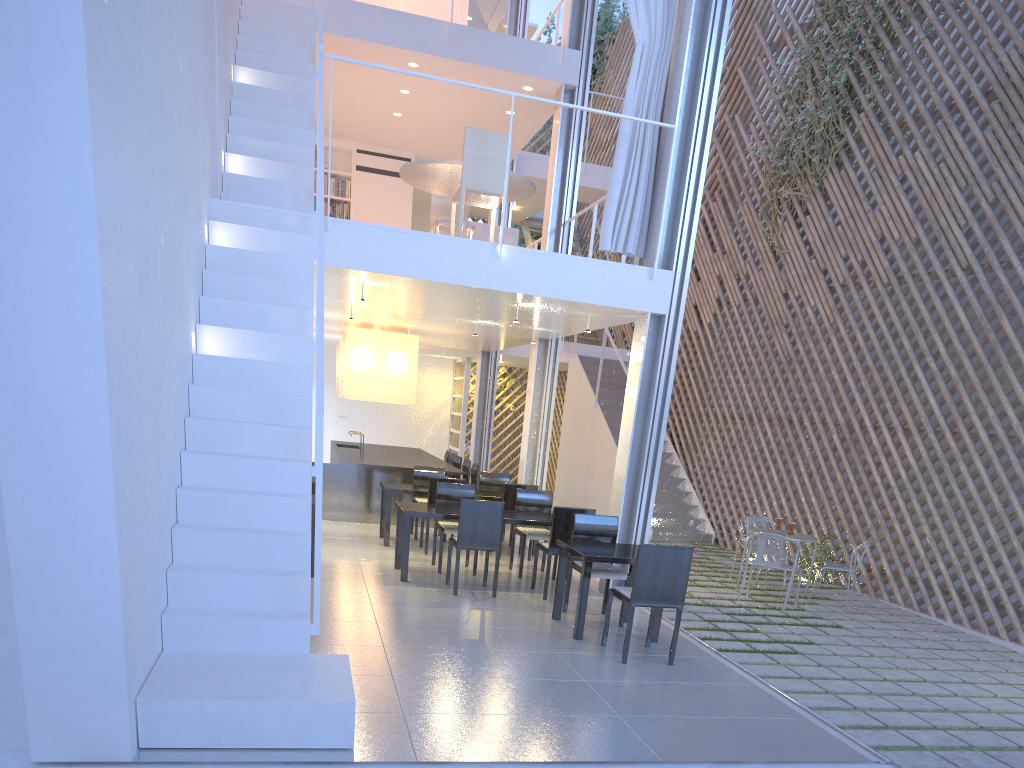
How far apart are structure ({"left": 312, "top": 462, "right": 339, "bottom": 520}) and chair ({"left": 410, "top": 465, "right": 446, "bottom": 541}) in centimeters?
60cm

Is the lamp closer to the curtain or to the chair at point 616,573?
the curtain

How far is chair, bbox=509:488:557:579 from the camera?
4.1 meters

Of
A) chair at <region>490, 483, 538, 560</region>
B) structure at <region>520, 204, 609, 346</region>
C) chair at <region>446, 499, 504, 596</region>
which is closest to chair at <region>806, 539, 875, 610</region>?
chair at <region>490, 483, 538, 560</region>

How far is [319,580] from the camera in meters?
2.1 m

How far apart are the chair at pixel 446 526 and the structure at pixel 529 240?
4.4m

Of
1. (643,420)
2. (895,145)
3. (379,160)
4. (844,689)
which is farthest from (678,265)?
(379,160)

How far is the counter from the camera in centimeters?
544cm

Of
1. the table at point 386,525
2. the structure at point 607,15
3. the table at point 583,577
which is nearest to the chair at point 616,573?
the table at point 583,577

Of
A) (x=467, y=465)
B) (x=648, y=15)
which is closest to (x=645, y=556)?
(x=648, y=15)
